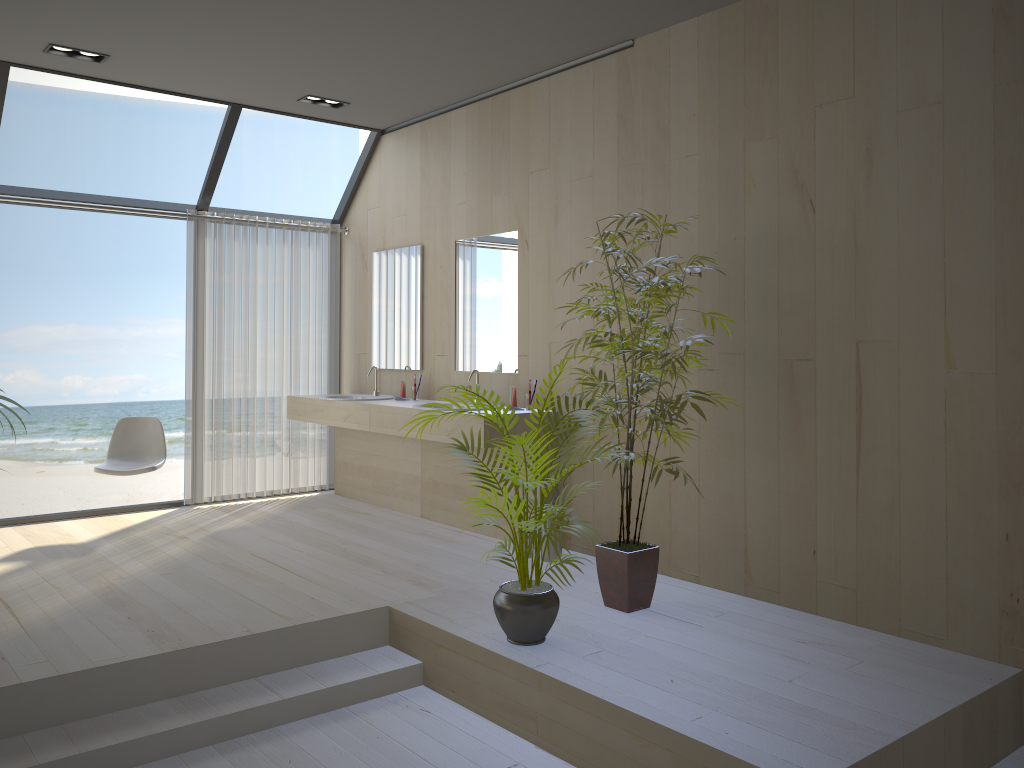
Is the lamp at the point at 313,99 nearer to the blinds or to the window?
the window

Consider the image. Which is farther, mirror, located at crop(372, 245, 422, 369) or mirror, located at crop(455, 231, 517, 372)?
mirror, located at crop(372, 245, 422, 369)

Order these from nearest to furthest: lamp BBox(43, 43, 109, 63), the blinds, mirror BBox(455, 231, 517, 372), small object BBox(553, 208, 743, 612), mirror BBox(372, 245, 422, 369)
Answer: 1. small object BBox(553, 208, 743, 612)
2. lamp BBox(43, 43, 109, 63)
3. mirror BBox(455, 231, 517, 372)
4. mirror BBox(372, 245, 422, 369)
5. the blinds

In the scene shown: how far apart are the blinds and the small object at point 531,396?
2.3 meters

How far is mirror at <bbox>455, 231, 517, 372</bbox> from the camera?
5.40m

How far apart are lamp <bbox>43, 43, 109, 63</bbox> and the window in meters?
0.4

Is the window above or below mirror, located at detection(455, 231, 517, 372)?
above

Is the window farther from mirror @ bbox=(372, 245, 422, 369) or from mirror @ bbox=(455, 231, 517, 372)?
mirror @ bbox=(455, 231, 517, 372)

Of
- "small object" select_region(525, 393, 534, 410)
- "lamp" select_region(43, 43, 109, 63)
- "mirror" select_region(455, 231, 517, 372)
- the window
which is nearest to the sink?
"mirror" select_region(455, 231, 517, 372)

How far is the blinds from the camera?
6.3m
